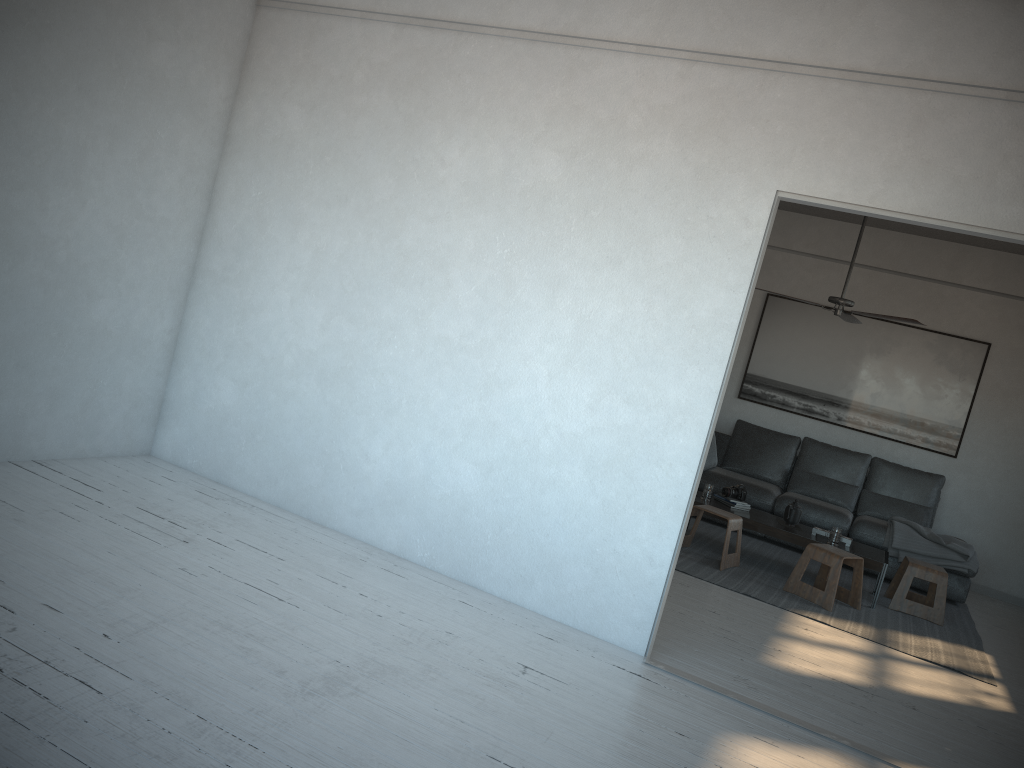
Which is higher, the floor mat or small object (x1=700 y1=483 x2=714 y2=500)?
small object (x1=700 y1=483 x2=714 y2=500)

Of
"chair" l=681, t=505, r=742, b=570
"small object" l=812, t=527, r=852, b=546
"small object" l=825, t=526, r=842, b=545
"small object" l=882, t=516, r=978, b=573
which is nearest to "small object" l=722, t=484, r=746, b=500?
"chair" l=681, t=505, r=742, b=570

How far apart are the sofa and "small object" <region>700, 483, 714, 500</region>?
1.0 meters

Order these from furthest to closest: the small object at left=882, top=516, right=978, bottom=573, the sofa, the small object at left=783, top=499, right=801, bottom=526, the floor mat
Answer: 1. the sofa
2. the small object at left=882, top=516, right=978, bottom=573
3. the small object at left=783, top=499, right=801, bottom=526
4. the floor mat

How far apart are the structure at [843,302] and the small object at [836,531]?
1.49m

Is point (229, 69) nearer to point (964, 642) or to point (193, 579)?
point (193, 579)

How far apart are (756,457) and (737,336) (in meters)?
4.50

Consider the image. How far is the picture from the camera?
7.8m

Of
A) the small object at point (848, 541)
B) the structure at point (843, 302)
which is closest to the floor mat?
the small object at point (848, 541)

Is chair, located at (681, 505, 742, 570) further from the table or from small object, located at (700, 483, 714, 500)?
small object, located at (700, 483, 714, 500)
